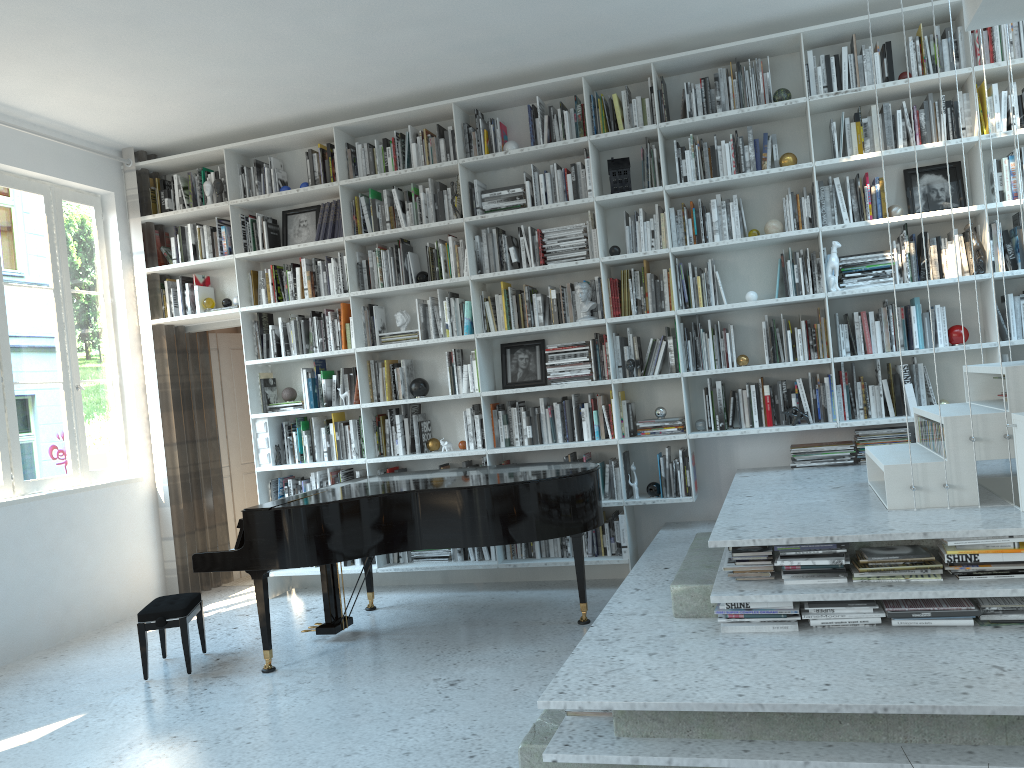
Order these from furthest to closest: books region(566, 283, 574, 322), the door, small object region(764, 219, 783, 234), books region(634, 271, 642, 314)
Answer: the door
books region(566, 283, 574, 322)
books region(634, 271, 642, 314)
small object region(764, 219, 783, 234)

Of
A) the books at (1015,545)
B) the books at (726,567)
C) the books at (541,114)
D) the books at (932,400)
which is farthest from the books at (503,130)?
the books at (1015,545)

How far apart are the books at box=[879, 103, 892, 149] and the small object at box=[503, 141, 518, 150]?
2.16m

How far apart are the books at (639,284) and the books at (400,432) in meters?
1.8 m

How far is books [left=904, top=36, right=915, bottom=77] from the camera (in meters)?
4.92

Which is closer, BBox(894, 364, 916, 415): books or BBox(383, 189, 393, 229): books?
BBox(894, 364, 916, 415): books

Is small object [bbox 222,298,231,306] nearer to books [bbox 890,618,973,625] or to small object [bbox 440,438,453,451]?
small object [bbox 440,438,453,451]

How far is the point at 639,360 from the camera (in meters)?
5.44

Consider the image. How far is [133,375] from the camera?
6.22m

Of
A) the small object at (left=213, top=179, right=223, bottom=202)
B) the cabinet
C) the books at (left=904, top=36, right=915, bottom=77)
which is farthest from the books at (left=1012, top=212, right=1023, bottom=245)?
the small object at (left=213, top=179, right=223, bottom=202)
